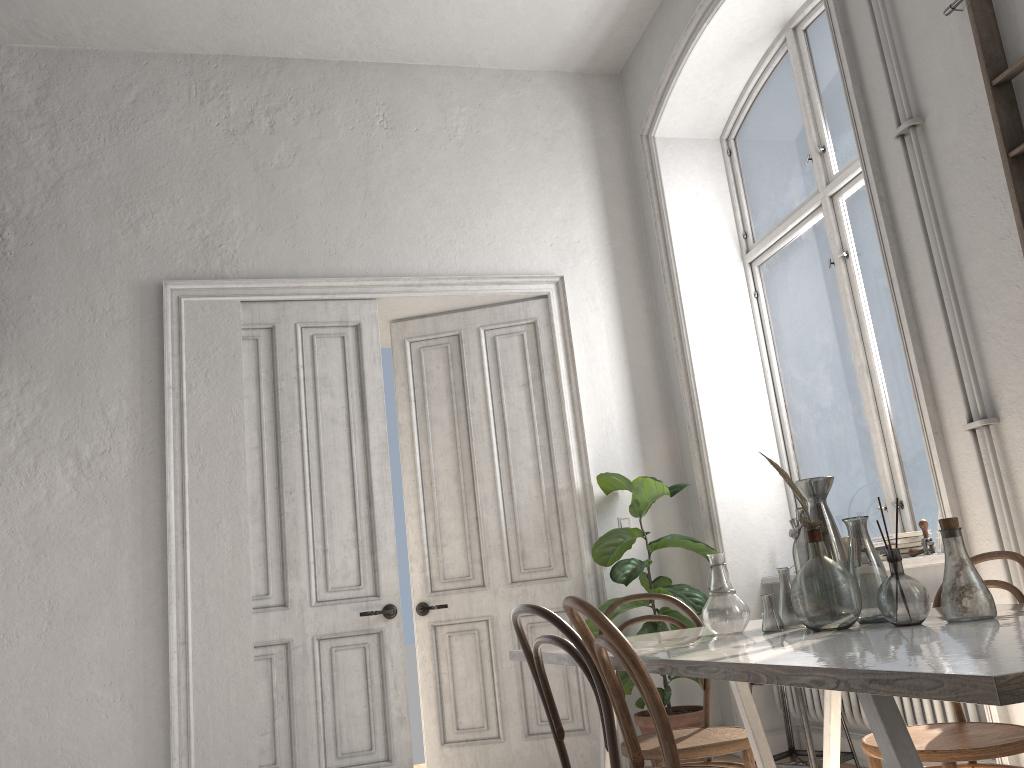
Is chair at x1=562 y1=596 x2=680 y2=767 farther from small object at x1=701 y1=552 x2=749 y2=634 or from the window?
the window

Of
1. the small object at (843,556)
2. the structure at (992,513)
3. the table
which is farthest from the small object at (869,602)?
the structure at (992,513)

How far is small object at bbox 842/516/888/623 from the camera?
2.11m

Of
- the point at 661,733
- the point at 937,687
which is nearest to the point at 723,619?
the point at 661,733

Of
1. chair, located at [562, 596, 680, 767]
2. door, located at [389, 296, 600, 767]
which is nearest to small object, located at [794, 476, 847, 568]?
chair, located at [562, 596, 680, 767]

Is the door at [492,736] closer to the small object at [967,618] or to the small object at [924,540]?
the small object at [924,540]

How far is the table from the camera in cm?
100

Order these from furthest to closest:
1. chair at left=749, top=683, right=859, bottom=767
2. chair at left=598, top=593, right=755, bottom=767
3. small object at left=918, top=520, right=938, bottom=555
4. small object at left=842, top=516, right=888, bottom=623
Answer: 1. small object at left=918, top=520, right=938, bottom=555
2. chair at left=749, top=683, right=859, bottom=767
3. chair at left=598, top=593, right=755, bottom=767
4. small object at left=842, top=516, right=888, bottom=623

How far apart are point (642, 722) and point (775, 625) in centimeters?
258cm

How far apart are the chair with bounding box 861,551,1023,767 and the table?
0.2m
